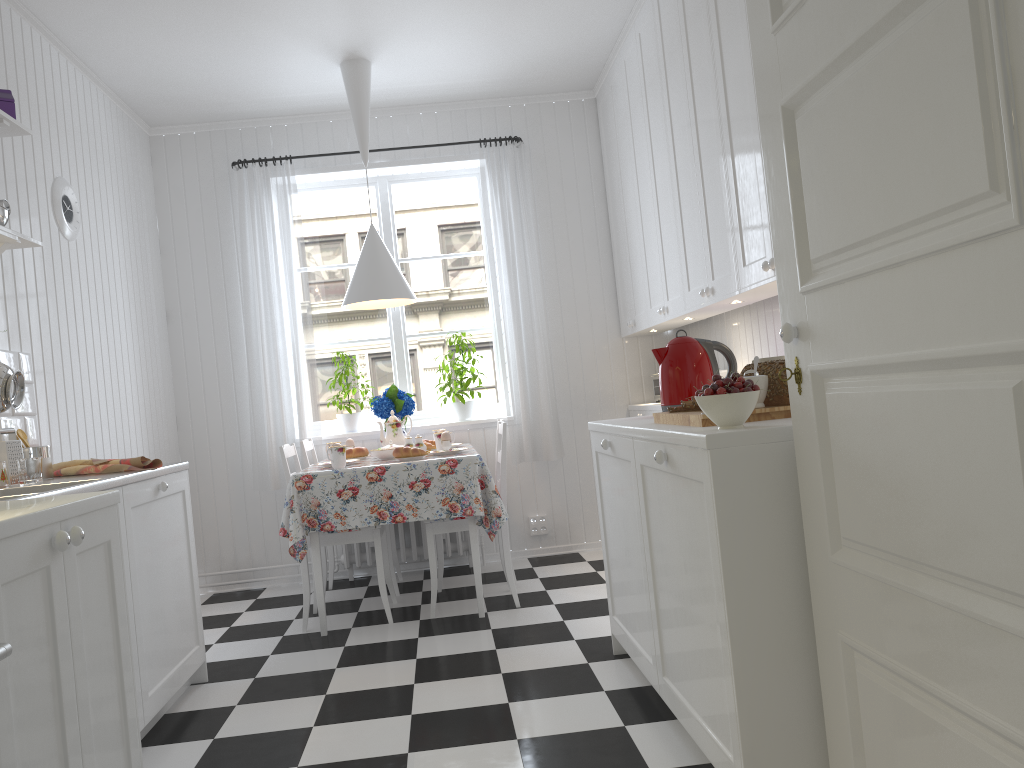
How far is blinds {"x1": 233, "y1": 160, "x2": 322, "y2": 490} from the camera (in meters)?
4.90

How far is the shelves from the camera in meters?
2.8

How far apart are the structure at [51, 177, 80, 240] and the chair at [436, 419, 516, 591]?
2.2m

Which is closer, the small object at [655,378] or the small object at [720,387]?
the small object at [720,387]

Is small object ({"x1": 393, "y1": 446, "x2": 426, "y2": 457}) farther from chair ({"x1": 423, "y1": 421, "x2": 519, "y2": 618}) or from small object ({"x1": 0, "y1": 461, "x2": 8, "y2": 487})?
small object ({"x1": 0, "y1": 461, "x2": 8, "y2": 487})

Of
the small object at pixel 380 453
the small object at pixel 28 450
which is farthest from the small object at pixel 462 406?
the small object at pixel 28 450

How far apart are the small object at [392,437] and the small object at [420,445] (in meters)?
0.36

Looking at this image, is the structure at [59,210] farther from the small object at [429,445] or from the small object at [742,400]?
the small object at [742,400]

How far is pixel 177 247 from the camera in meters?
5.0 m

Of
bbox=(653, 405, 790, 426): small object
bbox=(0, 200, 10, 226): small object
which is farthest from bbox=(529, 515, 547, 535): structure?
bbox=(0, 200, 10, 226): small object
